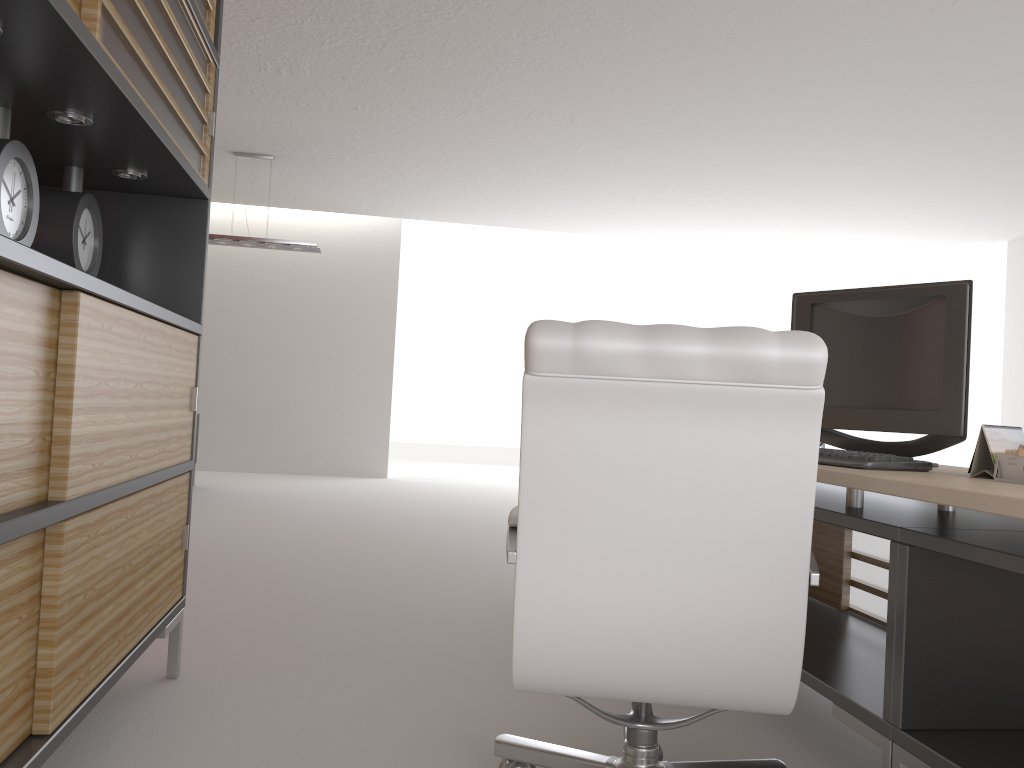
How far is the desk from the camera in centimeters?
273cm

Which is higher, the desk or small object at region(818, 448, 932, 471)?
small object at region(818, 448, 932, 471)

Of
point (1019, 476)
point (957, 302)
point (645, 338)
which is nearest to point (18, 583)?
point (645, 338)

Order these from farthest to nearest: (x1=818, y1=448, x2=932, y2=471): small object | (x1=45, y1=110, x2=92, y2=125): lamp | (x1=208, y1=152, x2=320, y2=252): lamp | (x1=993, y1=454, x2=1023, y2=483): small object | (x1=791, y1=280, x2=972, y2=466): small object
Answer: (x1=208, y1=152, x2=320, y2=252): lamp, (x1=791, y1=280, x2=972, y2=466): small object, (x1=818, y1=448, x2=932, y2=471): small object, (x1=45, y1=110, x2=92, y2=125): lamp, (x1=993, y1=454, x2=1023, y2=483): small object

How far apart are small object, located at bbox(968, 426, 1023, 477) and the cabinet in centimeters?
291cm

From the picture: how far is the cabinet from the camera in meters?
2.3 m

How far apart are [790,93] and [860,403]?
5.54m

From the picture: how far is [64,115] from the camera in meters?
3.0 m

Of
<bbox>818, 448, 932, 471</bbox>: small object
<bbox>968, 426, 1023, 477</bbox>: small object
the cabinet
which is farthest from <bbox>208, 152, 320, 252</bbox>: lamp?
<bbox>968, 426, 1023, 477</bbox>: small object

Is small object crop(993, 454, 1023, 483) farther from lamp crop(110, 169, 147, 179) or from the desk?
lamp crop(110, 169, 147, 179)
